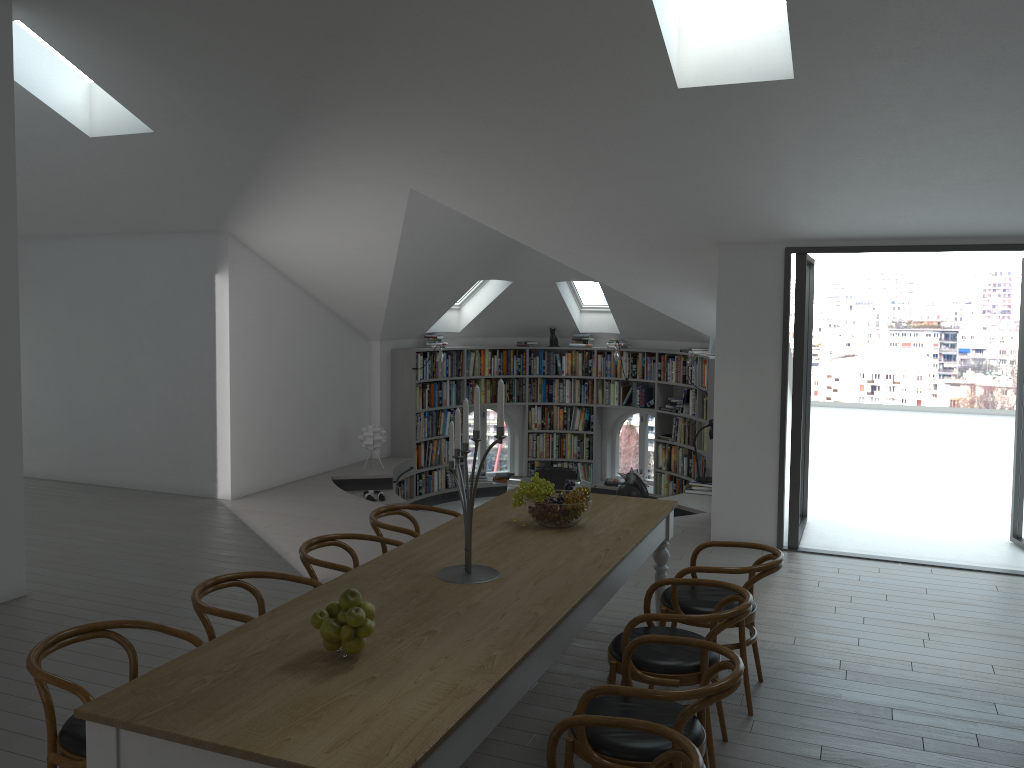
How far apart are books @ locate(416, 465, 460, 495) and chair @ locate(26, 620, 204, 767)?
8.0 meters

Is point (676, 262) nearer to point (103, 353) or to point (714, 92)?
point (714, 92)

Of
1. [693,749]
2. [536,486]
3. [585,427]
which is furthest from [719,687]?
[585,427]

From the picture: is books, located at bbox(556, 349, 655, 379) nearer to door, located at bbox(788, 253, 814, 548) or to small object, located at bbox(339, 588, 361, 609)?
door, located at bbox(788, 253, 814, 548)

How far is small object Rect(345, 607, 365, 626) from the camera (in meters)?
2.80

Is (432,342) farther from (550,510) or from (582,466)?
(550,510)

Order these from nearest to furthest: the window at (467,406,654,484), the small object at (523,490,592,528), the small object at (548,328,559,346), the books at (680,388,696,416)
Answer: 1. the small object at (523,490,592,528)
2. the books at (680,388,696,416)
3. the small object at (548,328,559,346)
4. the window at (467,406,654,484)

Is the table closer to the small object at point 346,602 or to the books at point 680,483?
the small object at point 346,602

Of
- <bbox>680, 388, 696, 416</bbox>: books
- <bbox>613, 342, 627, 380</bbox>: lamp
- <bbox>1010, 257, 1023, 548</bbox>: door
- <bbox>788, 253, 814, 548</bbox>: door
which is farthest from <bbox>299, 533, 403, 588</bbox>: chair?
<bbox>613, 342, 627, 380</bbox>: lamp

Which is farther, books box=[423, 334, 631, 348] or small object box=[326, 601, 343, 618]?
books box=[423, 334, 631, 348]
